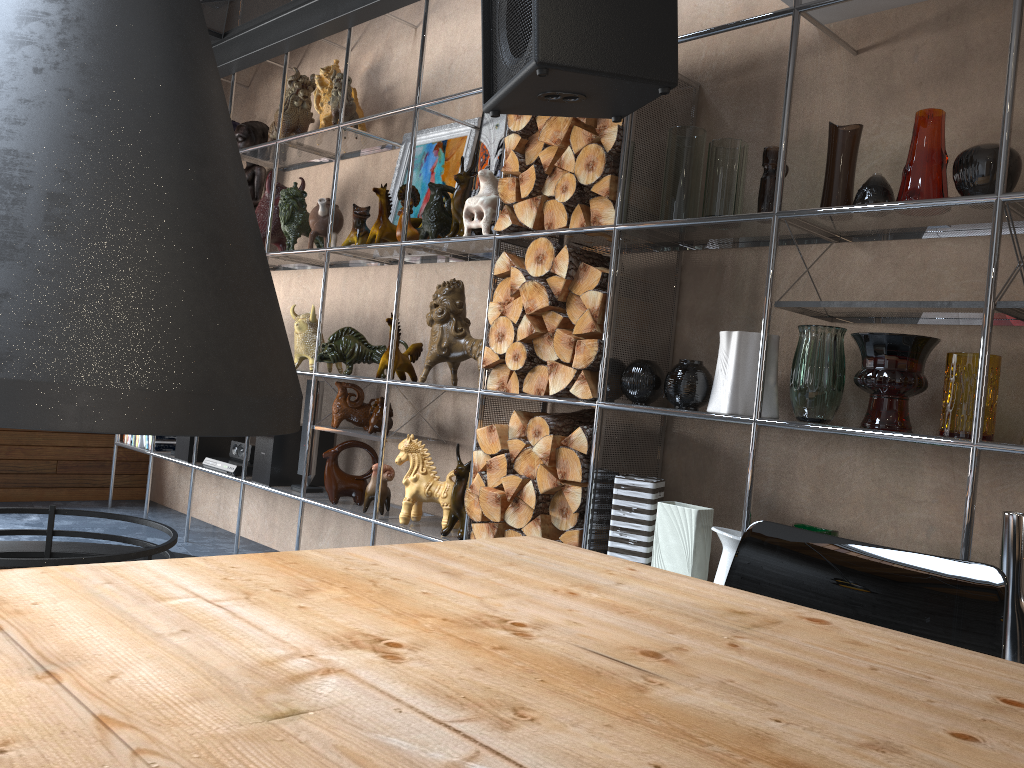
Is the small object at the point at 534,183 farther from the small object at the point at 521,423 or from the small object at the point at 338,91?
the small object at the point at 338,91

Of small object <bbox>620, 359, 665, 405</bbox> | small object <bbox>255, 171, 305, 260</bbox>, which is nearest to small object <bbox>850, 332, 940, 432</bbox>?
small object <bbox>620, 359, 665, 405</bbox>

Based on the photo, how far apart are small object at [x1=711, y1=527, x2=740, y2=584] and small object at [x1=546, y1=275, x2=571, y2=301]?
0.9m

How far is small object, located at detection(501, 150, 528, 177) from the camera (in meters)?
3.15

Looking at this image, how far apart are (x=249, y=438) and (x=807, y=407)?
2.96m

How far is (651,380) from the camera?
2.8 meters

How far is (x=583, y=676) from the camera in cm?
91

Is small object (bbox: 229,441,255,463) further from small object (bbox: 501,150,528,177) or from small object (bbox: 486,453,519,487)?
small object (bbox: 501,150,528,177)

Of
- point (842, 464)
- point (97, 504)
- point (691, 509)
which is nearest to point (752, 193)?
point (842, 464)

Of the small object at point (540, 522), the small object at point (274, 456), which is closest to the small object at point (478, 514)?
the small object at point (540, 522)
